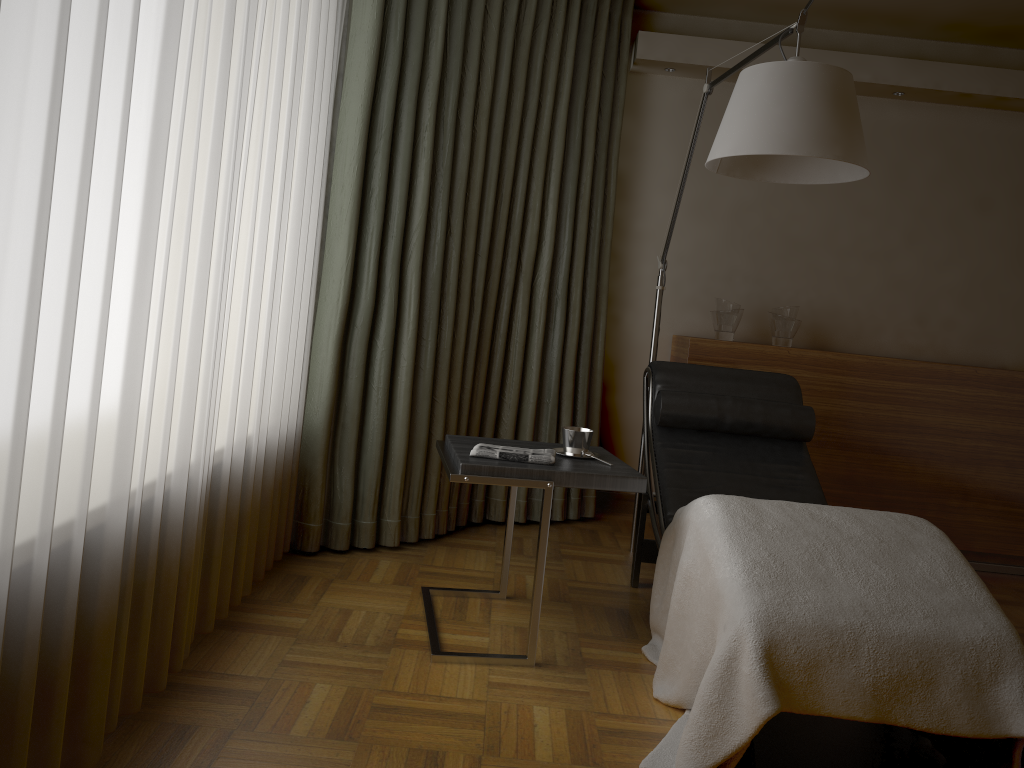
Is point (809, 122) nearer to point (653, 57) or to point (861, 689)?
point (861, 689)

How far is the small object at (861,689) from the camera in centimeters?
183cm

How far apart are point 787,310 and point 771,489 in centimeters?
125cm

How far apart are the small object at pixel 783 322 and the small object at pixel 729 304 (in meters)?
0.18

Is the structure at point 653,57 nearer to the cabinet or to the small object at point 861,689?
the cabinet

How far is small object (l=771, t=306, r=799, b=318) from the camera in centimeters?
400cm

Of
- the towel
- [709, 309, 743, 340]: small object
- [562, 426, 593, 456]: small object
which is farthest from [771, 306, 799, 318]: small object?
the towel

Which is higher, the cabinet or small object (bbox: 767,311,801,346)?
small object (bbox: 767,311,801,346)

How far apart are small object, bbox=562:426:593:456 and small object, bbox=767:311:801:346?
1.7m

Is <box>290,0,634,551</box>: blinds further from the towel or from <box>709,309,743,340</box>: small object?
the towel
